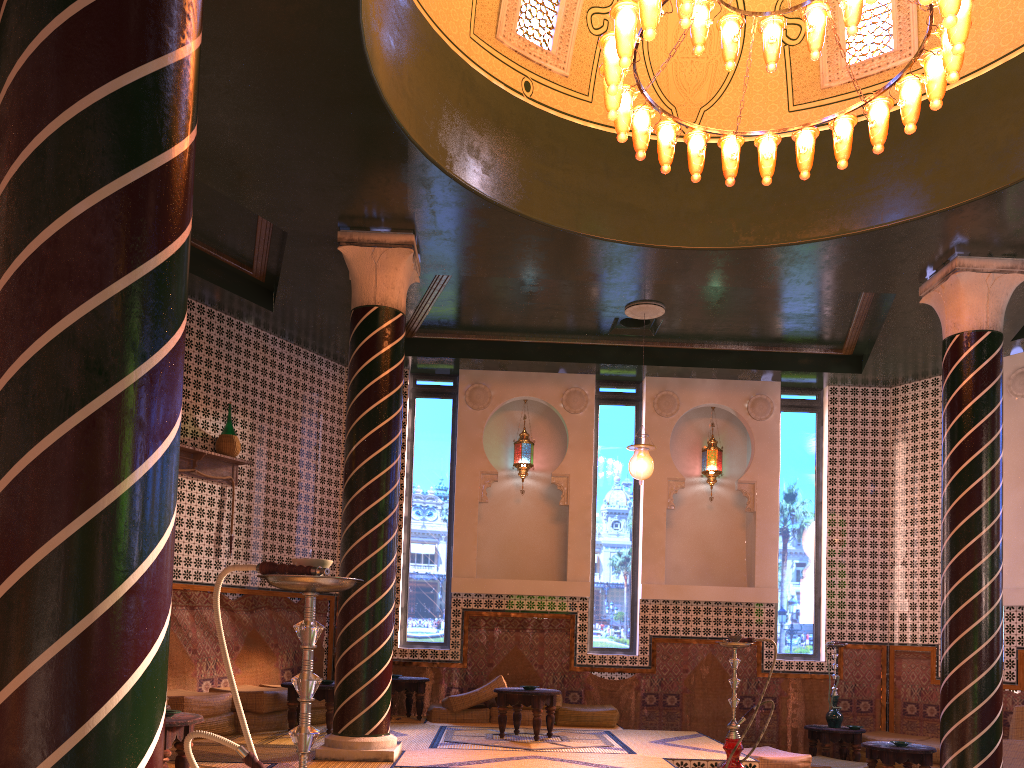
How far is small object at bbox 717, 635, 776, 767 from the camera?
6.21m

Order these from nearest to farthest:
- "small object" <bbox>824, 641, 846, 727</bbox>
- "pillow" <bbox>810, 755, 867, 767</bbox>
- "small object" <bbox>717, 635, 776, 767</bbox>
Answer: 1. "small object" <bbox>717, 635, 776, 767</bbox>
2. "pillow" <bbox>810, 755, 867, 767</bbox>
3. "small object" <bbox>824, 641, 846, 727</bbox>

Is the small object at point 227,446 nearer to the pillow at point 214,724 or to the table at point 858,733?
the pillow at point 214,724

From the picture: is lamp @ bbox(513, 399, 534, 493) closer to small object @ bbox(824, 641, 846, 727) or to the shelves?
the shelves

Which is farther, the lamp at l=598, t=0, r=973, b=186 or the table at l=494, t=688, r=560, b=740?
the table at l=494, t=688, r=560, b=740

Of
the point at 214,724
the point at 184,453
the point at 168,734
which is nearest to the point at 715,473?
the point at 184,453

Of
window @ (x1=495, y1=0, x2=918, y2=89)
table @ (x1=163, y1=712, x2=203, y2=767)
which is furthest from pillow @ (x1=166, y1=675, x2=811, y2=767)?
window @ (x1=495, y1=0, x2=918, y2=89)

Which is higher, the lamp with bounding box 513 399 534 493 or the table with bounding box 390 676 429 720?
the lamp with bounding box 513 399 534 493

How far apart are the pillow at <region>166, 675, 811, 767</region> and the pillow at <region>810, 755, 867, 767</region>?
0.71m

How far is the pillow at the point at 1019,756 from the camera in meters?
10.1 m
